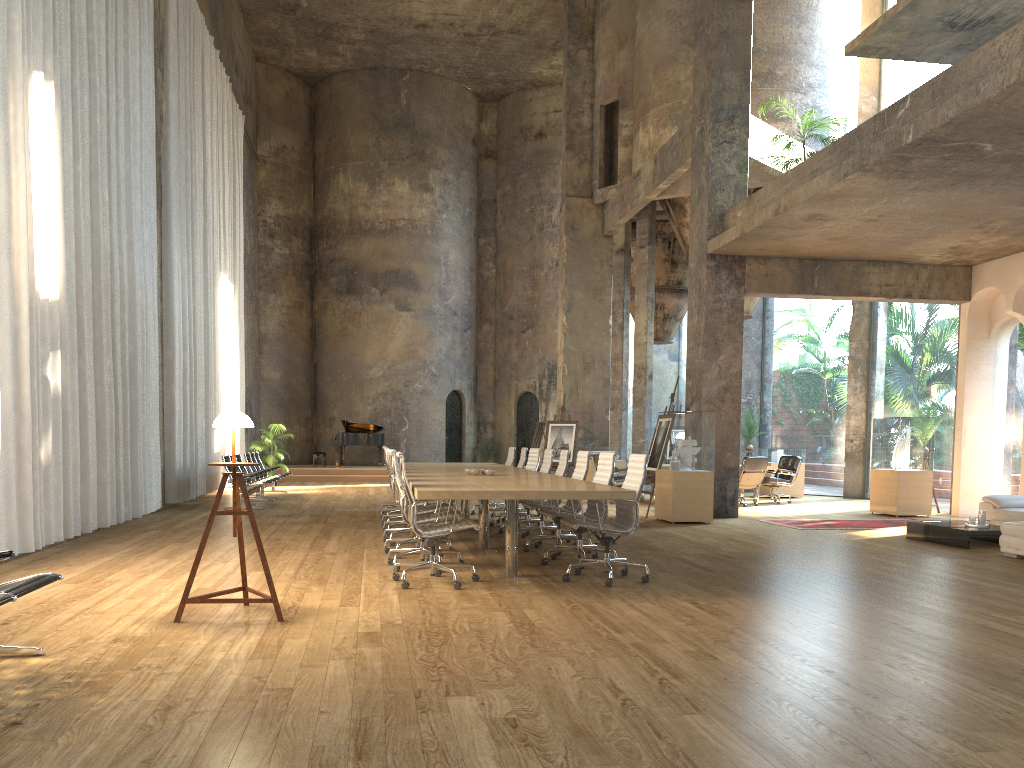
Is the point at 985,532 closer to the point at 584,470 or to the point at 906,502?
the point at 906,502

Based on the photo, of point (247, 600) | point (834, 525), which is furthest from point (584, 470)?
point (834, 525)

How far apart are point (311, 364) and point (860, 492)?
16.31m

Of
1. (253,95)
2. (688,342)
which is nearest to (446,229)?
(253,95)

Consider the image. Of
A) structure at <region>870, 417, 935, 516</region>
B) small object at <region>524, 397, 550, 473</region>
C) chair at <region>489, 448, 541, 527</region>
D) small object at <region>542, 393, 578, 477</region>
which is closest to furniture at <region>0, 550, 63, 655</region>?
chair at <region>489, 448, 541, 527</region>

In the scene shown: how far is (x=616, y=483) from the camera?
15.7m

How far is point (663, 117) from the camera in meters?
17.1 m

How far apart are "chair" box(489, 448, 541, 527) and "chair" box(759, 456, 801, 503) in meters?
6.4

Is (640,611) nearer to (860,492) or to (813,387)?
(860,492)

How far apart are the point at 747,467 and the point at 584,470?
7.37m
